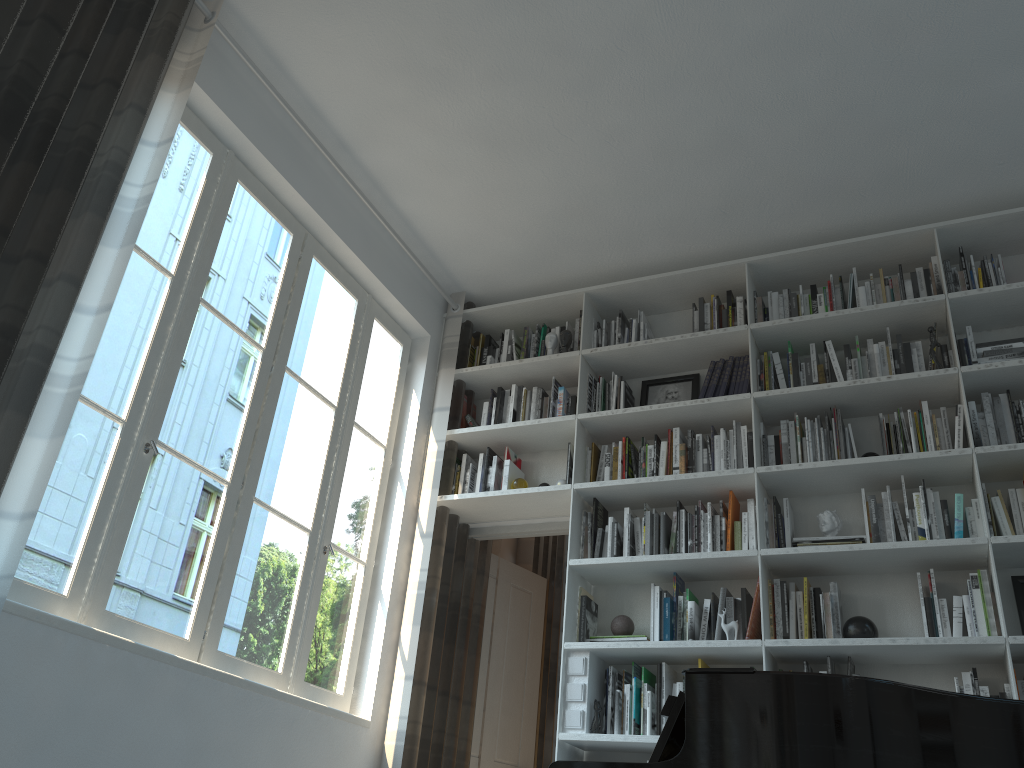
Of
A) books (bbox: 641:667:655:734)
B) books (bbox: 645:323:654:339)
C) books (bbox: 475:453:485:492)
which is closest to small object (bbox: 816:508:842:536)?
books (bbox: 641:667:655:734)

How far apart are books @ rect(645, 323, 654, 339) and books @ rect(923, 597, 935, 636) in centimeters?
184cm

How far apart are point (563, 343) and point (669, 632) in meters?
1.6 m

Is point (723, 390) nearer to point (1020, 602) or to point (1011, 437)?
point (1011, 437)

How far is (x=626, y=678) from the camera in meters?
3.8

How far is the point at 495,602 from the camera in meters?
4.8

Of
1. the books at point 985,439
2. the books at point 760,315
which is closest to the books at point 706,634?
the books at point 985,439

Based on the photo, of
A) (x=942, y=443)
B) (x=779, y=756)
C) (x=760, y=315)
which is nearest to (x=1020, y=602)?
(x=942, y=443)

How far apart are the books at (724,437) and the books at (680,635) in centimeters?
84cm

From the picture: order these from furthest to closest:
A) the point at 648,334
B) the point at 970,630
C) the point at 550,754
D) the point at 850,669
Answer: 1. the point at 550,754
2. the point at 648,334
3. the point at 850,669
4. the point at 970,630
